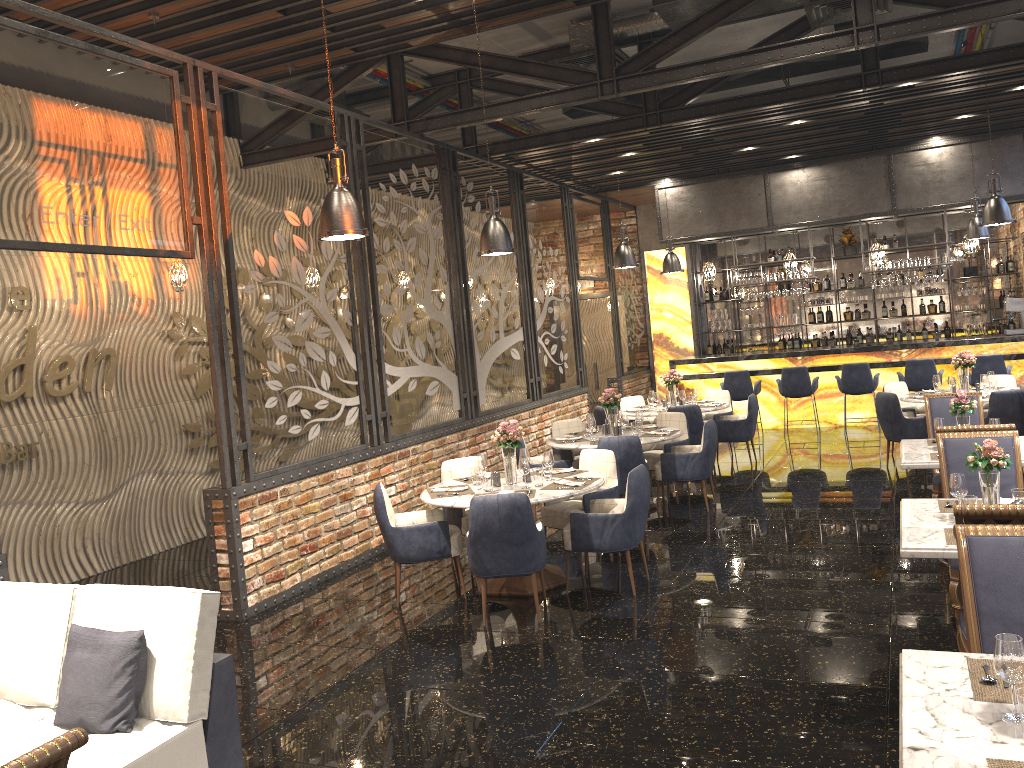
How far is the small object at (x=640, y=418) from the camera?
8.95m

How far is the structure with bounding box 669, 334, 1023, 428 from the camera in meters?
12.6 m

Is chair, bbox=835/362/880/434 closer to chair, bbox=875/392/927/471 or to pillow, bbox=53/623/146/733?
chair, bbox=875/392/927/471

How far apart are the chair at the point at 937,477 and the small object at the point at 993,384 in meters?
2.8

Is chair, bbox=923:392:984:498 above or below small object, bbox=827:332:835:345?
below

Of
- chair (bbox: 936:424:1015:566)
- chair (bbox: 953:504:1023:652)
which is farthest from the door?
chair (bbox: 953:504:1023:652)

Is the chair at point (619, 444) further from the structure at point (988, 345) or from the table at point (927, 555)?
the structure at point (988, 345)

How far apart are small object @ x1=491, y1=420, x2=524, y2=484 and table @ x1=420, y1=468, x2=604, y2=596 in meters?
0.0

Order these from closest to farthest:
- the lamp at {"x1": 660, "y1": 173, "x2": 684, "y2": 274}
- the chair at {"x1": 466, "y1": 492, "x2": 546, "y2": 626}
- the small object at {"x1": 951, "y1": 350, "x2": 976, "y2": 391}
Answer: the chair at {"x1": 466, "y1": 492, "x2": 546, "y2": 626}
the small object at {"x1": 951, "y1": 350, "x2": 976, "y2": 391}
the lamp at {"x1": 660, "y1": 173, "x2": 684, "y2": 274}

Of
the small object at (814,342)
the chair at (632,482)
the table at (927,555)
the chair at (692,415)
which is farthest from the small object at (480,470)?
the small object at (814,342)
